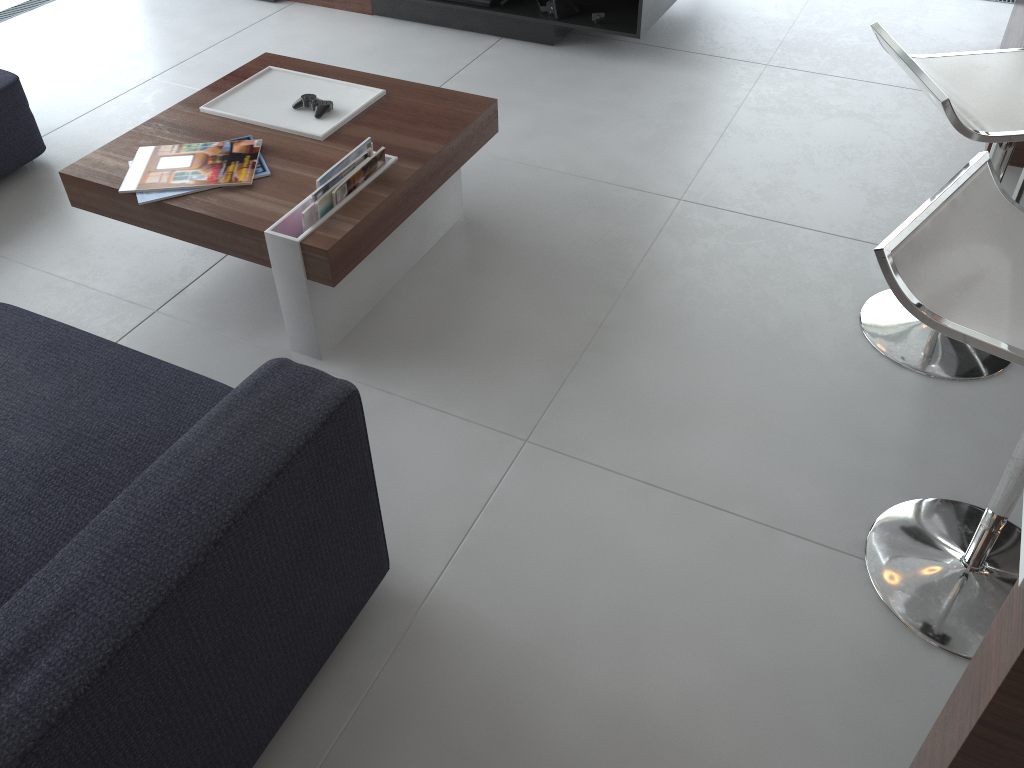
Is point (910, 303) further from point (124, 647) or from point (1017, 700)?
point (124, 647)

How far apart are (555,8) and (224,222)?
1.91m

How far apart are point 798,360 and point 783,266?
0.4m

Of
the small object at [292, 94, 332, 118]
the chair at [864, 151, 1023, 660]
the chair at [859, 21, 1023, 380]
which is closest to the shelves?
the small object at [292, 94, 332, 118]

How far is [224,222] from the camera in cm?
196

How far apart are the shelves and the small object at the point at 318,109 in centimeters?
136cm

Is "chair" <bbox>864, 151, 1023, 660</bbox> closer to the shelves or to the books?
the books

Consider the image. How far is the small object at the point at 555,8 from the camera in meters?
3.3 m

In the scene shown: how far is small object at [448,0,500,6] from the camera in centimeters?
345cm

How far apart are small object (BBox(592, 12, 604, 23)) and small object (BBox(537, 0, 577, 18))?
0.12m
